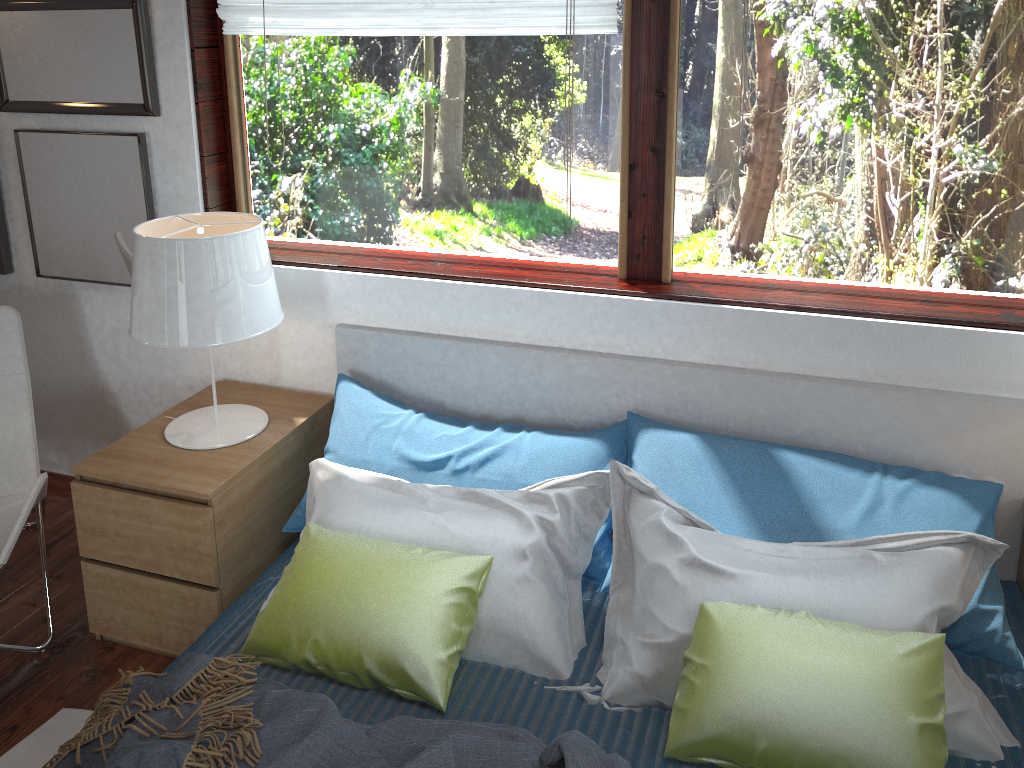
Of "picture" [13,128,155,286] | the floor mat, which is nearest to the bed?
the floor mat

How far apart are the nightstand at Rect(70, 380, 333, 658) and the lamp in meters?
0.0

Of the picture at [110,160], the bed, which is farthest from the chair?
the bed

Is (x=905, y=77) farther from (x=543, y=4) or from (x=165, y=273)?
(x=165, y=273)

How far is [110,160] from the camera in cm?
267

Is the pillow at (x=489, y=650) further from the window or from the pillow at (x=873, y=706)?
the window

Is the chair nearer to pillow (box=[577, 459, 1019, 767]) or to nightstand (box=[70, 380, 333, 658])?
nightstand (box=[70, 380, 333, 658])

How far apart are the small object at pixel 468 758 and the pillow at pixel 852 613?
0.2 meters

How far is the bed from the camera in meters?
1.8 m

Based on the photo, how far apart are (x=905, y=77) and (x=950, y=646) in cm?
129
